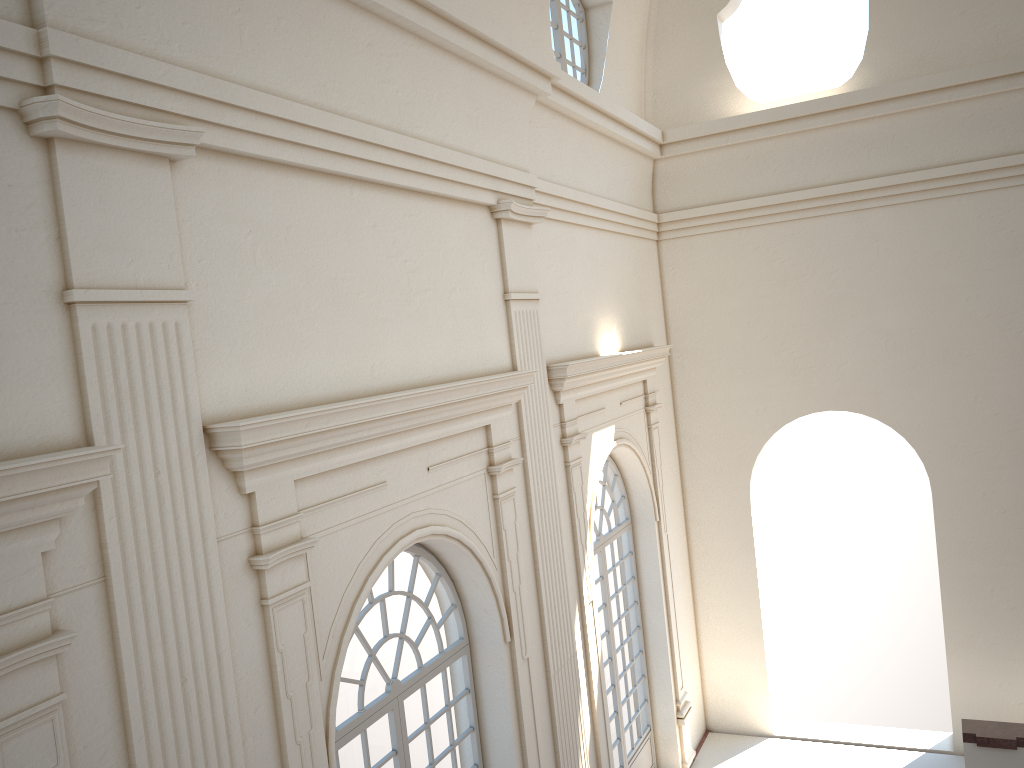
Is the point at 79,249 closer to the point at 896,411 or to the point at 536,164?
the point at 536,164

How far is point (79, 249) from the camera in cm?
378
